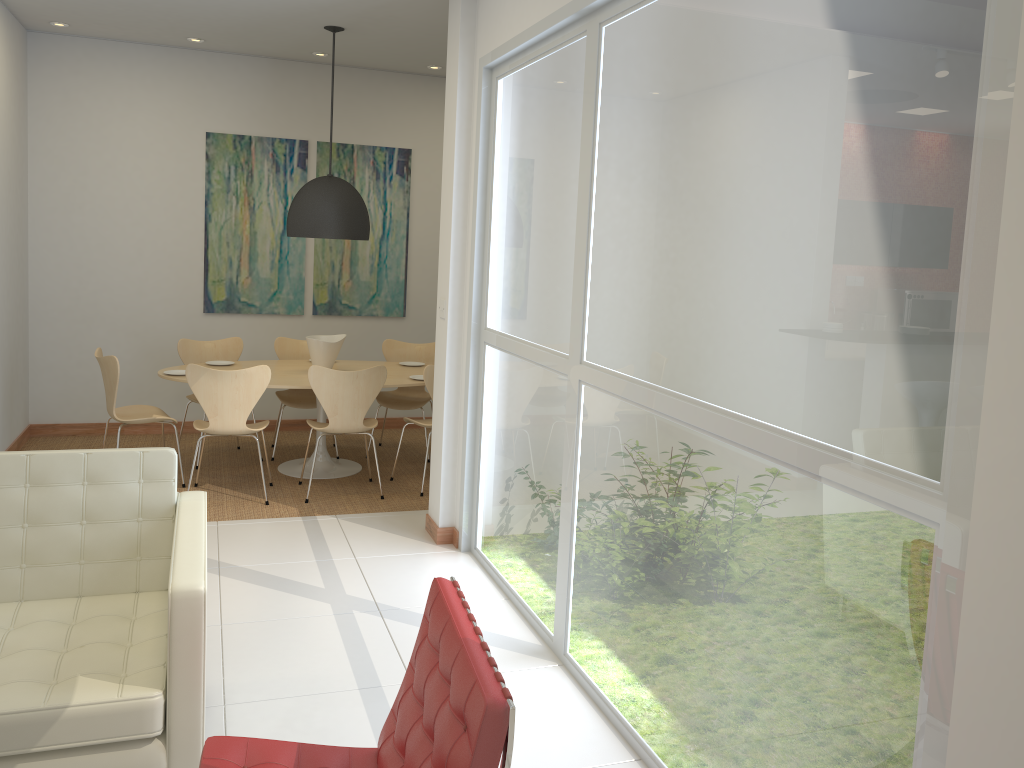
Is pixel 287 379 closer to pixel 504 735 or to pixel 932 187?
pixel 504 735

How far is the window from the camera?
1.8m

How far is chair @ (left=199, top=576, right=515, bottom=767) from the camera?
1.82m

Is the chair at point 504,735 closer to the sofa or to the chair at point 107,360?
→ the sofa

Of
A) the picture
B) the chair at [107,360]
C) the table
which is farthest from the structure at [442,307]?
the picture

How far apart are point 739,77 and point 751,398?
0.9 meters

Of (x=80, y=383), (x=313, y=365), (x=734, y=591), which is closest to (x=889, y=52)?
(x=734, y=591)

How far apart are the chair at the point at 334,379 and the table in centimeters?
24cm

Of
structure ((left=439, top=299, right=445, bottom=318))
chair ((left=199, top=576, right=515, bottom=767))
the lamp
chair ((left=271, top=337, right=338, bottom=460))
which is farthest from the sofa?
chair ((left=271, top=337, right=338, bottom=460))

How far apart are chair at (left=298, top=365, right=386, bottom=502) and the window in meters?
1.1
